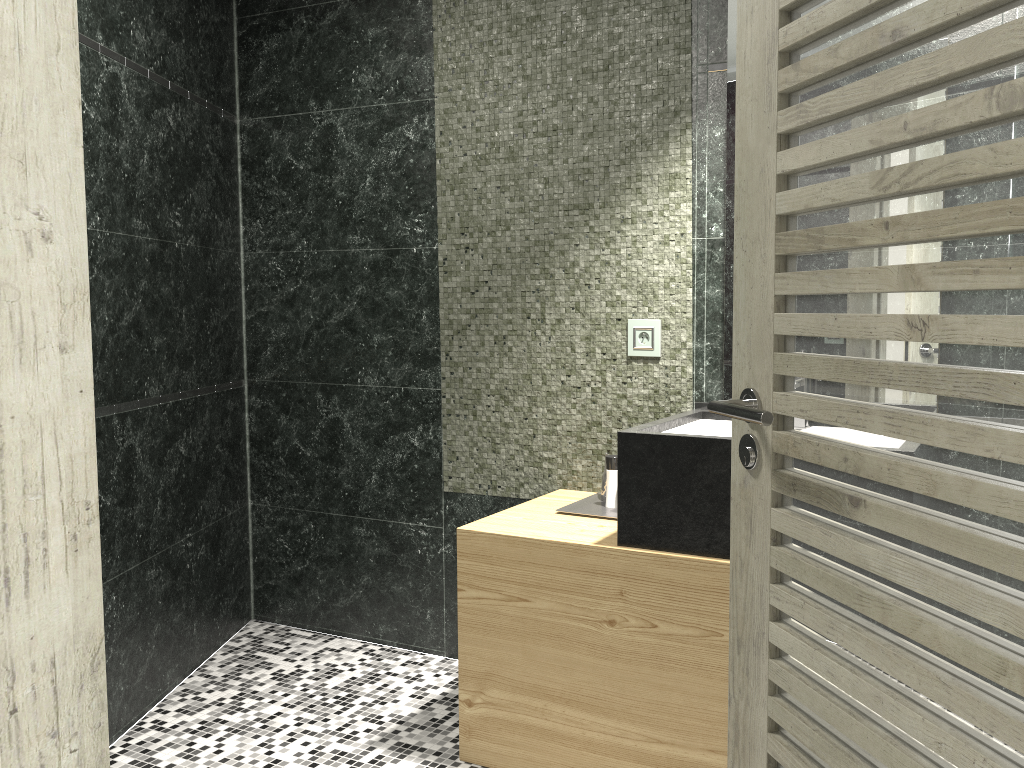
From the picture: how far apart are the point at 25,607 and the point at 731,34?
2.6m

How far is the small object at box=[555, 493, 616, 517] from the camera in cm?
284

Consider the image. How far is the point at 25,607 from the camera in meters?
0.8 m

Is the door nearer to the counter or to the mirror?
the counter

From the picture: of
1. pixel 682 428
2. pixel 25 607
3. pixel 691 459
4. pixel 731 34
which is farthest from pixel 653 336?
pixel 25 607

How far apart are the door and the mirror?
1.3 meters

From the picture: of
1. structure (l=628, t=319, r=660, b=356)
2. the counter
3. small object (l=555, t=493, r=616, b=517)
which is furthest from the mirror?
small object (l=555, t=493, r=616, b=517)

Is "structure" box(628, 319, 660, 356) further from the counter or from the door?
the door

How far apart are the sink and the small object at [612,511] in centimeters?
35cm

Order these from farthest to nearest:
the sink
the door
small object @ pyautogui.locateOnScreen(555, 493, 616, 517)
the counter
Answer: small object @ pyautogui.locateOnScreen(555, 493, 616, 517), the sink, the counter, the door
